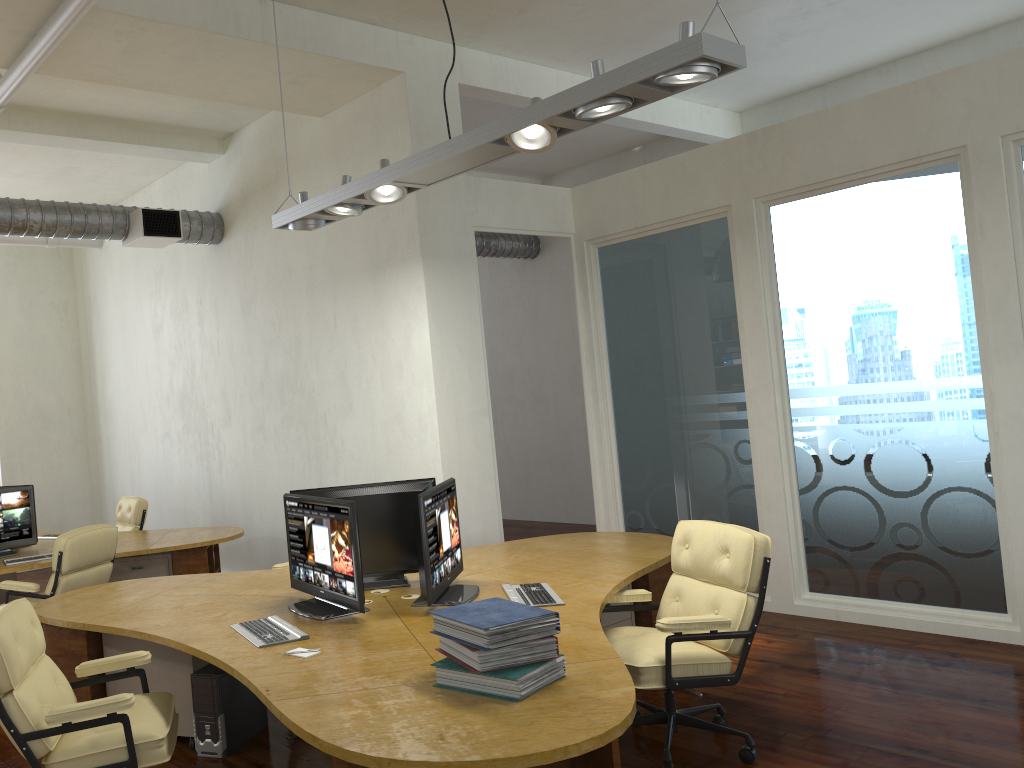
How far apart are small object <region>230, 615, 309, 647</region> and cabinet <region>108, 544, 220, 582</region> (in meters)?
3.14

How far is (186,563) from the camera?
7.2m

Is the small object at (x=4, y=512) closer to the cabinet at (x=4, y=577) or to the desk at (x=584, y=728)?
the cabinet at (x=4, y=577)

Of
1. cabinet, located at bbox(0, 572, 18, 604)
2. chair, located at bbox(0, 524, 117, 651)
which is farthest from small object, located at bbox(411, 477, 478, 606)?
cabinet, located at bbox(0, 572, 18, 604)

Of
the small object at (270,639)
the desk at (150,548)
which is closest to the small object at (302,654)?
the small object at (270,639)

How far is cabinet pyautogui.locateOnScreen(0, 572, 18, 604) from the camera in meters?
8.6 m

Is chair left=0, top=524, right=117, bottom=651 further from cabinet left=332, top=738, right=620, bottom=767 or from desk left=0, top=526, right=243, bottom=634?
cabinet left=332, top=738, right=620, bottom=767

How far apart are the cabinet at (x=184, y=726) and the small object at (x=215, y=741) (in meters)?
0.04

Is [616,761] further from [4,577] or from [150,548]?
[4,577]

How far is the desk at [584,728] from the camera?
2.5 meters
